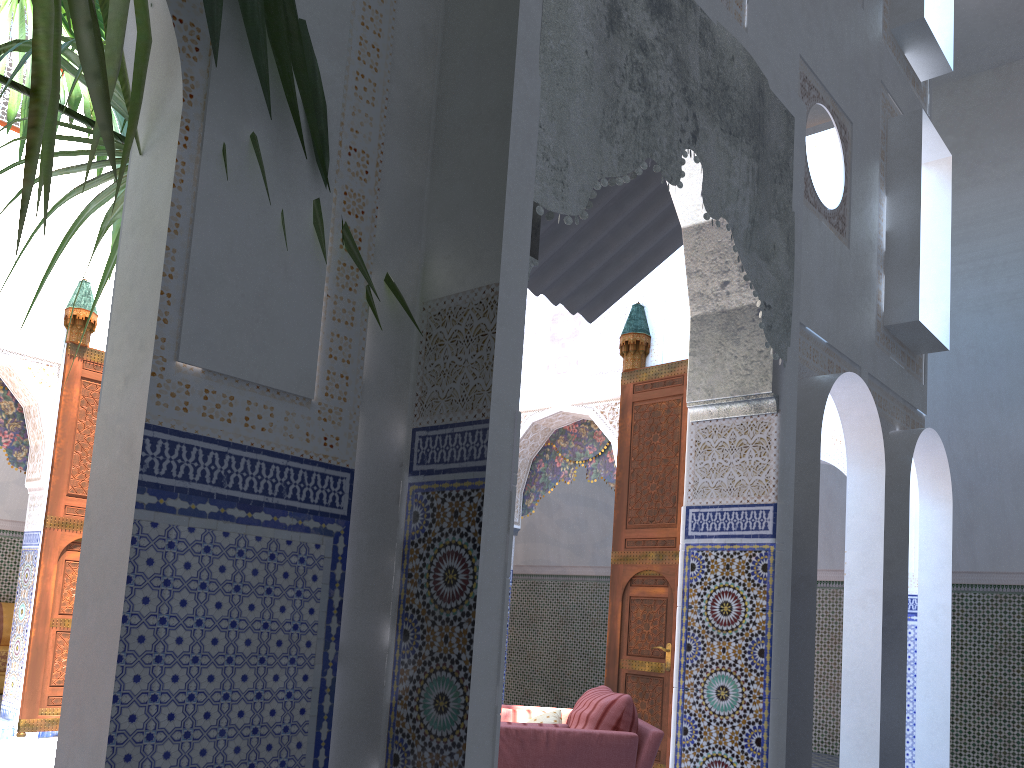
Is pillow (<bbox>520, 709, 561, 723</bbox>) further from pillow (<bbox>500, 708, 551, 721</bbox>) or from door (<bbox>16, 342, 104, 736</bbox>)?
door (<bbox>16, 342, 104, 736</bbox>)

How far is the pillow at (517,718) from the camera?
3.7m

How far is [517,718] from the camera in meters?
3.7 m

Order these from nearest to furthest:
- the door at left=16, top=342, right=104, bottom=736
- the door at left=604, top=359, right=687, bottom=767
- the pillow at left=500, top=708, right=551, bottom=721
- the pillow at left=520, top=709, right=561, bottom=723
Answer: the pillow at left=520, top=709, right=561, bottom=723, the pillow at left=500, top=708, right=551, bottom=721, the door at left=604, top=359, right=687, bottom=767, the door at left=16, top=342, right=104, bottom=736

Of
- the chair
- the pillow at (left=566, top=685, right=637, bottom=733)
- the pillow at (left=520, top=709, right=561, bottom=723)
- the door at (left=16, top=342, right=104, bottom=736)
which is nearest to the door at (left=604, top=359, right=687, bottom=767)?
the chair

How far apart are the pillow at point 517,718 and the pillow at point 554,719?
0.1m

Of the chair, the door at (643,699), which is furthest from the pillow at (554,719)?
the door at (643,699)

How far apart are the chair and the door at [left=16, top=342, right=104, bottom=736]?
3.41m

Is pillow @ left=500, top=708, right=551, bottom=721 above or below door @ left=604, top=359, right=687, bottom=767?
below

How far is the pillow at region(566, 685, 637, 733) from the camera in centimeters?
332cm
